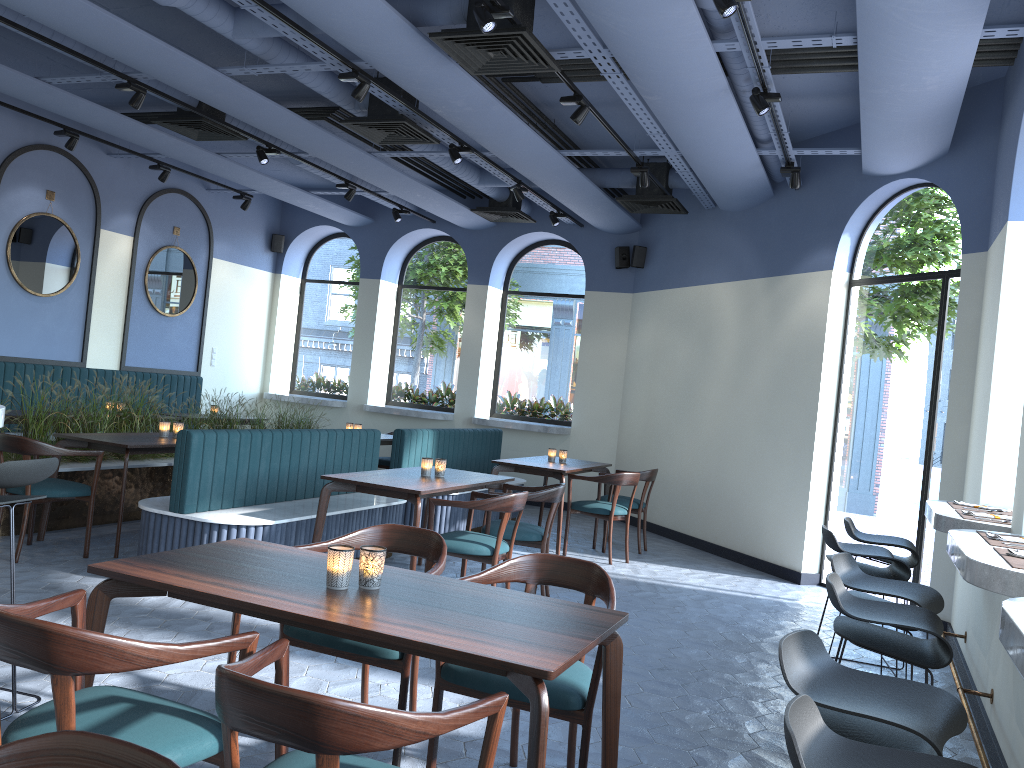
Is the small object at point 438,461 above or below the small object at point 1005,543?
below

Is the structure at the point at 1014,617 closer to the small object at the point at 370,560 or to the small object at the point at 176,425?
the small object at the point at 370,560

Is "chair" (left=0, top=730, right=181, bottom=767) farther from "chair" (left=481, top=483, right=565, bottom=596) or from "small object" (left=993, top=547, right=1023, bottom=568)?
"chair" (left=481, top=483, right=565, bottom=596)

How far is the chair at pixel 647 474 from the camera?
8.17m

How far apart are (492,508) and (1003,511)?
2.78m

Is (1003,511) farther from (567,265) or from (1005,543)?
(567,265)

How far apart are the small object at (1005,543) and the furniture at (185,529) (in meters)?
3.80

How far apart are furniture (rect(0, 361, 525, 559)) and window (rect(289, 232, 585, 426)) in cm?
186

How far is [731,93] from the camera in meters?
5.8 m

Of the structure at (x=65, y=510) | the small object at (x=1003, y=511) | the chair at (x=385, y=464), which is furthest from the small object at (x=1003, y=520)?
the chair at (x=385, y=464)
